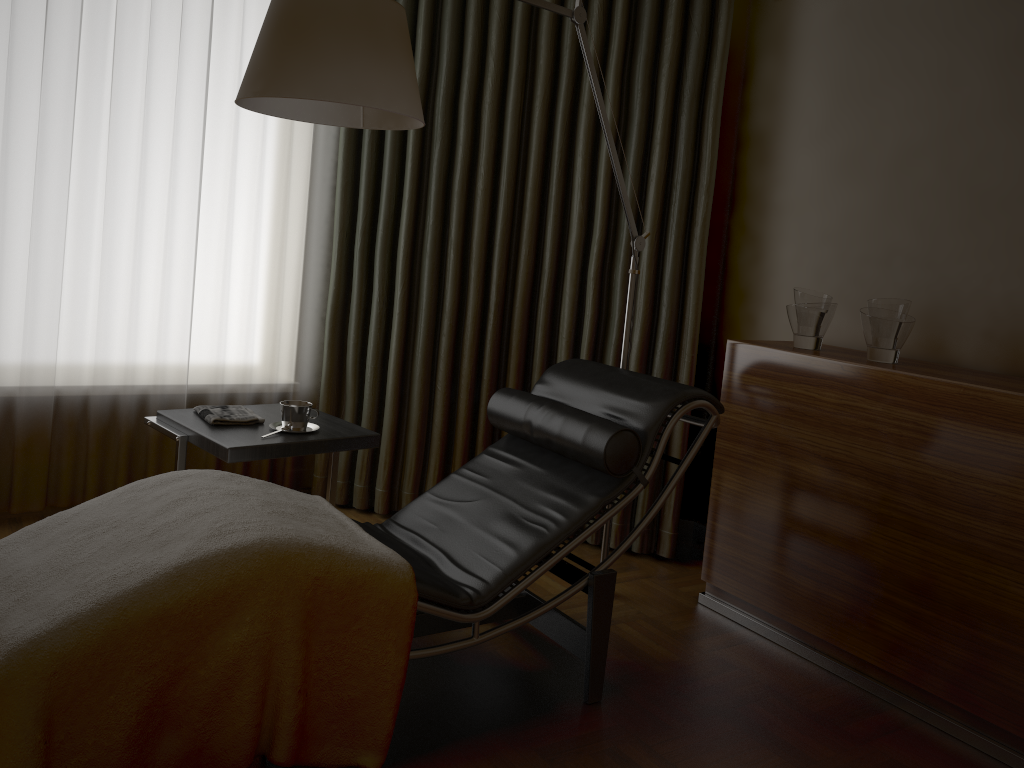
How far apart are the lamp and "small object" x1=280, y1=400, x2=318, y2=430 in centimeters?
85cm

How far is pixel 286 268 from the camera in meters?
3.6 m

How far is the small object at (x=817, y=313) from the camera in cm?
276

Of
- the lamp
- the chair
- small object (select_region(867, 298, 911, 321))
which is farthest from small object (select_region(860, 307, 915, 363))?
the lamp

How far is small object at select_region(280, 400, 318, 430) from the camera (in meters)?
2.66

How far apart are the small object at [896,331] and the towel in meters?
1.8 m

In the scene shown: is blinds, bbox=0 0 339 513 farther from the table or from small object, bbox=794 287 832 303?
small object, bbox=794 287 832 303

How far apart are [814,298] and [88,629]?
2.19m

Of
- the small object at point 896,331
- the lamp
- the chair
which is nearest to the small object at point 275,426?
the chair

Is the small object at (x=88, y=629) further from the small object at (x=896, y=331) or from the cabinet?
the small object at (x=896, y=331)
